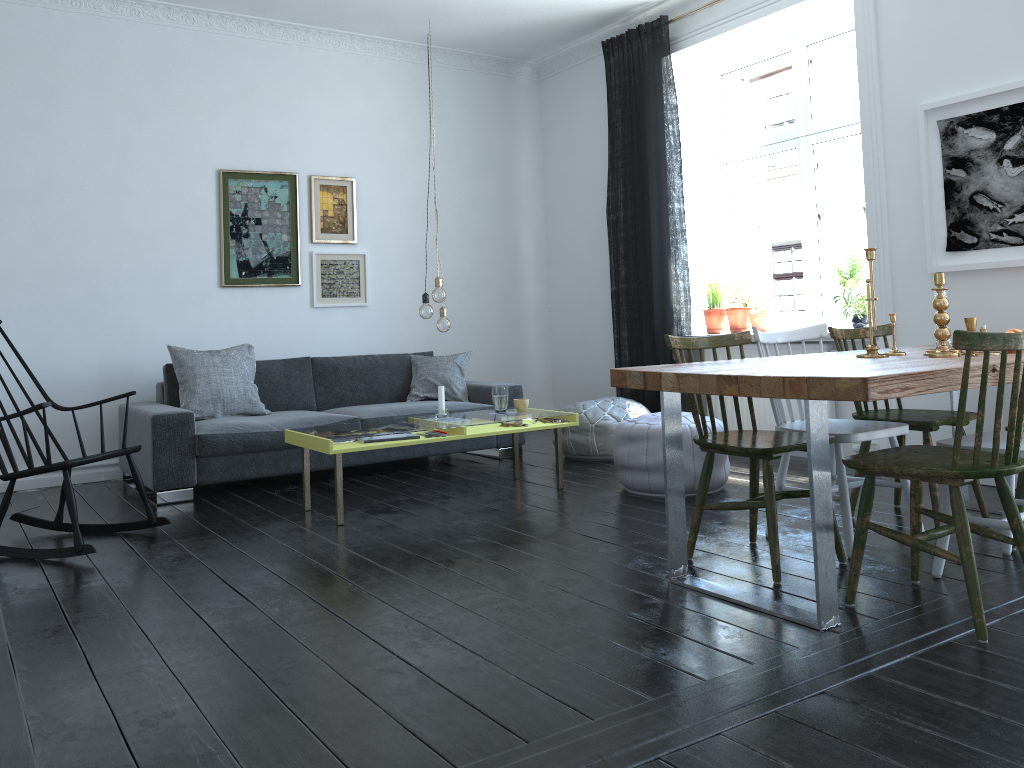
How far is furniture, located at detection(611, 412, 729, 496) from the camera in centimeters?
443cm

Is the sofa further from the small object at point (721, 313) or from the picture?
the picture

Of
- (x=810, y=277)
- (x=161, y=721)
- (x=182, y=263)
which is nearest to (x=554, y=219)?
(x=810, y=277)

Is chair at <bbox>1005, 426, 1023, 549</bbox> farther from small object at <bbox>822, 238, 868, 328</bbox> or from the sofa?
the sofa

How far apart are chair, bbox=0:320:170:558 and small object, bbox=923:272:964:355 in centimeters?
344cm

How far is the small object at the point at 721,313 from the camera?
6.14m

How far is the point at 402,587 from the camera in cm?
311

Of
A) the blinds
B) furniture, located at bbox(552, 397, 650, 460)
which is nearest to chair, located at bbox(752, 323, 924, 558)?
furniture, located at bbox(552, 397, 650, 460)

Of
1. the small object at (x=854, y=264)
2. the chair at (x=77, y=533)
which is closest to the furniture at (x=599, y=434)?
the small object at (x=854, y=264)

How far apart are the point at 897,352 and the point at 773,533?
0.93m
